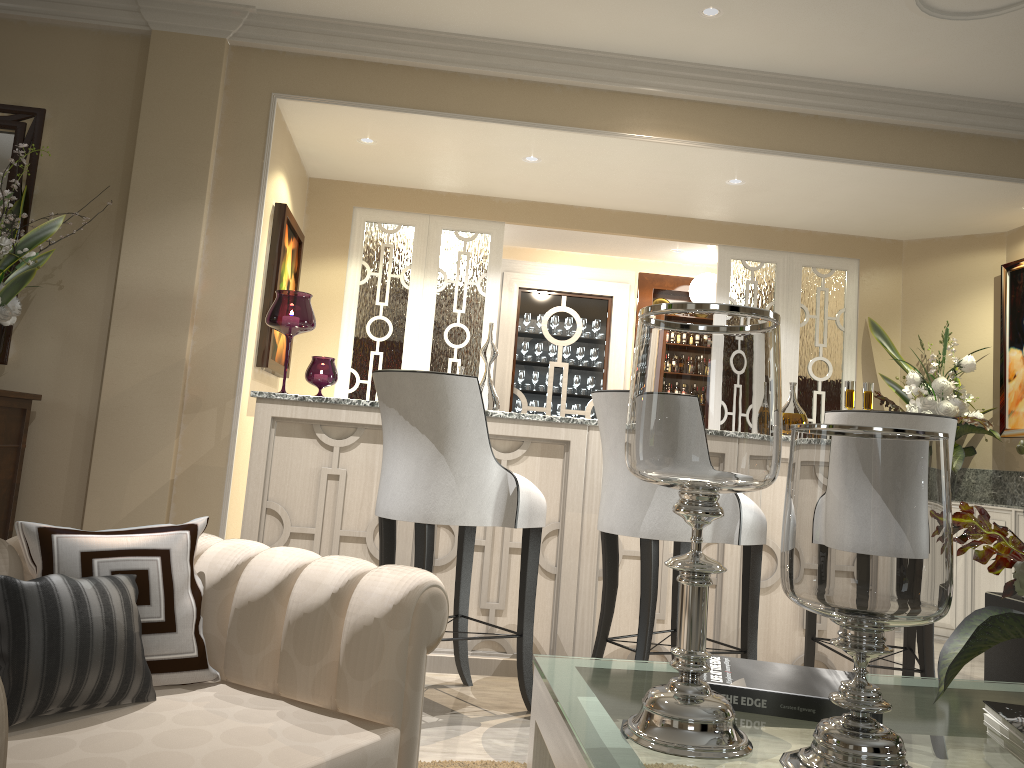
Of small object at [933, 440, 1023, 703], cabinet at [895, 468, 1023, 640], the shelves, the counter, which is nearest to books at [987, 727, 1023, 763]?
small object at [933, 440, 1023, 703]

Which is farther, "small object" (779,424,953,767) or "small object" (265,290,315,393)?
"small object" (265,290,315,393)

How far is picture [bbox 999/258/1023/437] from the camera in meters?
4.3 m

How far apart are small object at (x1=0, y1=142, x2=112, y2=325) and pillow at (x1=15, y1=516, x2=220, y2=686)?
1.8 meters

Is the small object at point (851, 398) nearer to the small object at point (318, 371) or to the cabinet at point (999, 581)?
the cabinet at point (999, 581)

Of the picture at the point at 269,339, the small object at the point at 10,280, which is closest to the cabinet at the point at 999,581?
the picture at the point at 269,339

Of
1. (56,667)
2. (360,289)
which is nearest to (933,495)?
(56,667)

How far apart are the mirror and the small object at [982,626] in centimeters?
319cm

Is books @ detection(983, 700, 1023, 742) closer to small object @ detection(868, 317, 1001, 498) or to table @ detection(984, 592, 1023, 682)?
table @ detection(984, 592, 1023, 682)

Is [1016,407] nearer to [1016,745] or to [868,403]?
[868,403]
